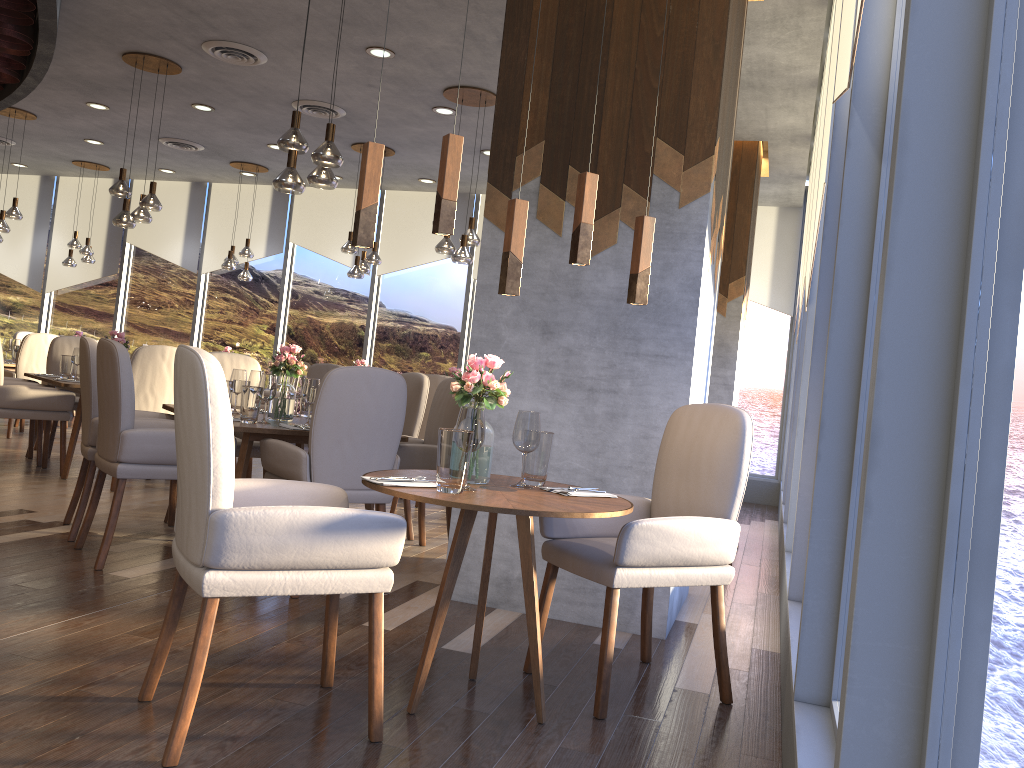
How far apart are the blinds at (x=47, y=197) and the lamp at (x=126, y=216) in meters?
6.4

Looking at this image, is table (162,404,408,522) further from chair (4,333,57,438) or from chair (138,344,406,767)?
chair (4,333,57,438)

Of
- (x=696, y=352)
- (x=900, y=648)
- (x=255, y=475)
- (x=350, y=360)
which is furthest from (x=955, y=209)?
(x=350, y=360)

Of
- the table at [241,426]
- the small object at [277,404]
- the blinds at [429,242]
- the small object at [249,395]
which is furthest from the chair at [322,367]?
the small object at [249,395]

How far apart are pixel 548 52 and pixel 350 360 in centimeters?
752cm

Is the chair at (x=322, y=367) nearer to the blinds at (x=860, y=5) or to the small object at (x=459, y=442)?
the small object at (x=459, y=442)

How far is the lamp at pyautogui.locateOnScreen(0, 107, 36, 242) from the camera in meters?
8.8

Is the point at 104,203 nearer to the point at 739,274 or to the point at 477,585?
the point at 739,274

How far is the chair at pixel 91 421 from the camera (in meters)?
4.34

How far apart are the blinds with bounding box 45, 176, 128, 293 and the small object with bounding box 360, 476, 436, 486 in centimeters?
1078cm
